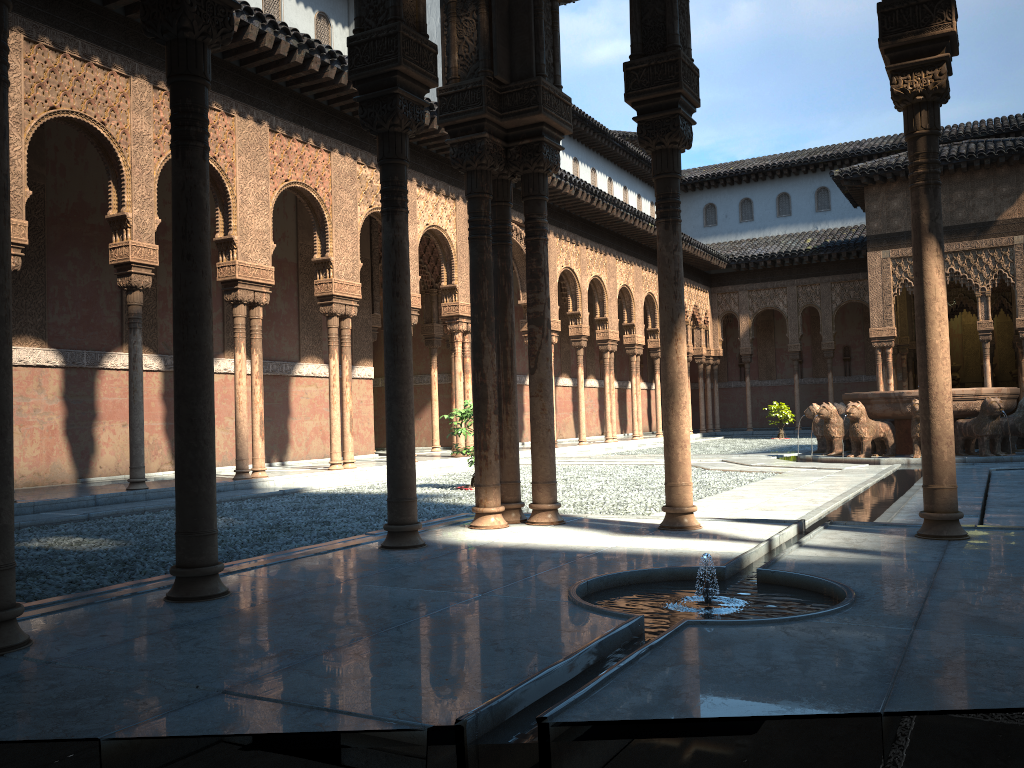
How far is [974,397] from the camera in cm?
1482

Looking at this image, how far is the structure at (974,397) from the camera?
14.8 meters

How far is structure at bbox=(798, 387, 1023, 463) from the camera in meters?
14.8 m

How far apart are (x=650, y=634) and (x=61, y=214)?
13.0m
